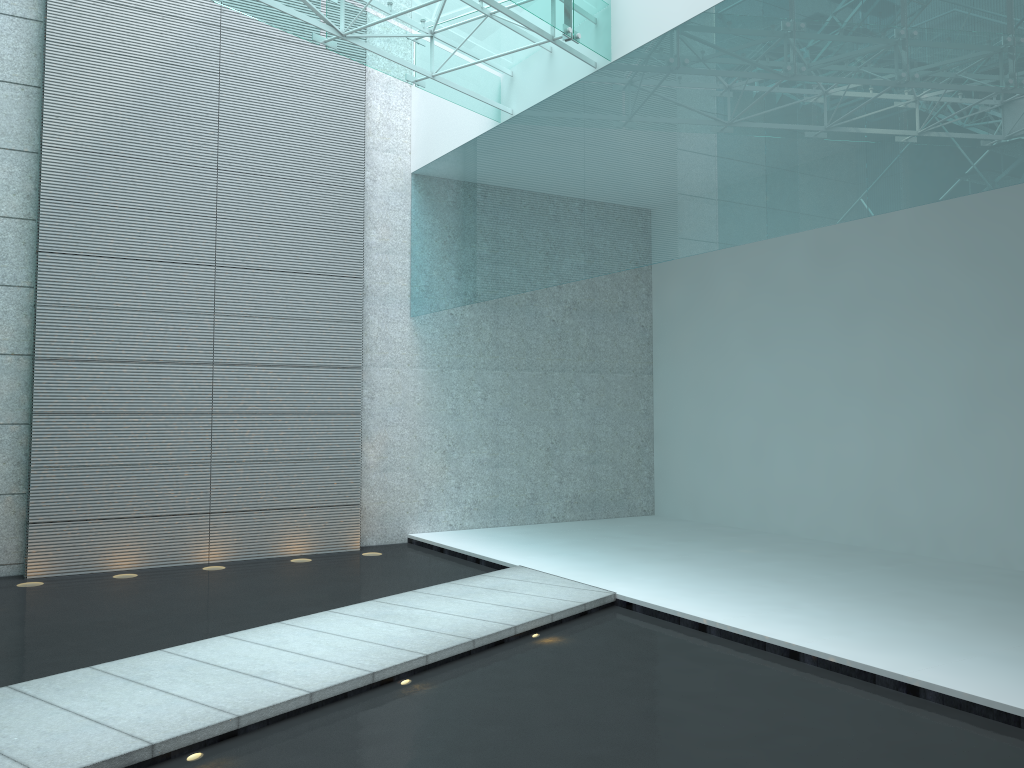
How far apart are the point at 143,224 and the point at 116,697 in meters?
3.4
